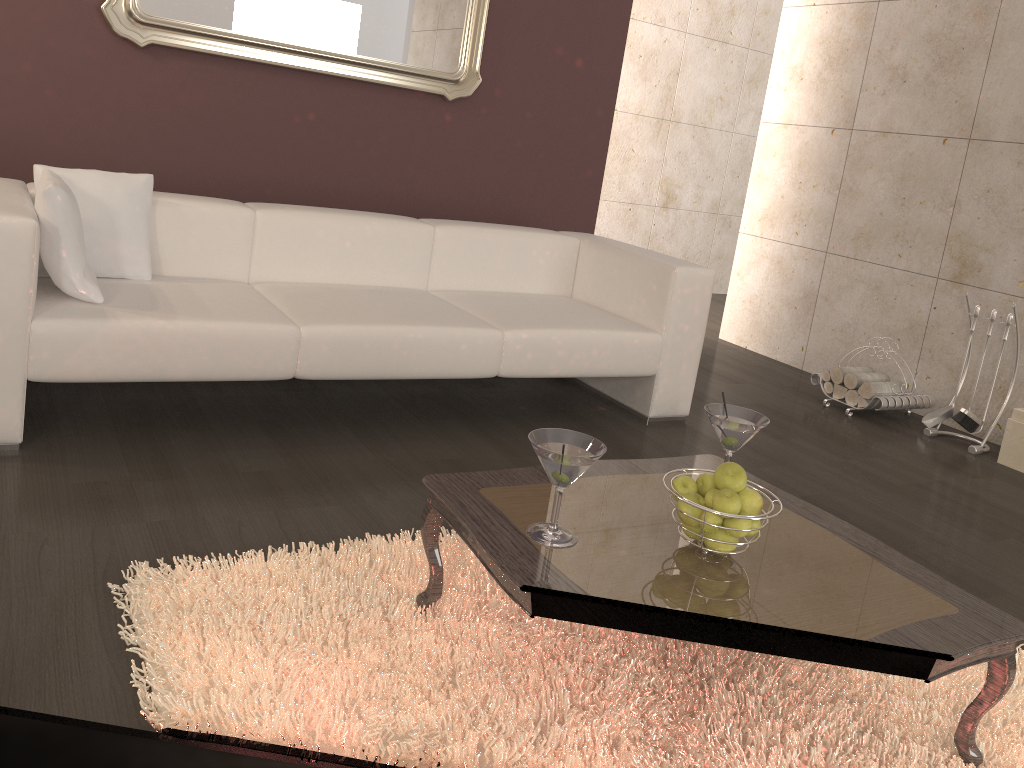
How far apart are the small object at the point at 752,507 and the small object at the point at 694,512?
0.1 meters

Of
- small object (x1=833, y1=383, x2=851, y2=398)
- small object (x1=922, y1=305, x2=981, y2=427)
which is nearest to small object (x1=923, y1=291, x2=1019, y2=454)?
small object (x1=922, y1=305, x2=981, y2=427)

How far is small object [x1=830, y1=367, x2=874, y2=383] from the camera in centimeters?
437cm

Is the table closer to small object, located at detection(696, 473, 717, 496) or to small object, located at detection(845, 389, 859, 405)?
small object, located at detection(696, 473, 717, 496)

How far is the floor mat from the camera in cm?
160

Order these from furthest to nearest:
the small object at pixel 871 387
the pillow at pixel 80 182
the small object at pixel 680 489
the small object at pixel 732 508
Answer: the small object at pixel 871 387 → the pillow at pixel 80 182 → the small object at pixel 680 489 → the small object at pixel 732 508

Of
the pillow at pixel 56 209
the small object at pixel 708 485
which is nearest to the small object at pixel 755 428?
the small object at pixel 708 485

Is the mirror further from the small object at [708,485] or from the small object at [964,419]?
the small object at [708,485]

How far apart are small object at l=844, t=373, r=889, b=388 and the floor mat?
2.27m

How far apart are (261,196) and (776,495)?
2.8m
